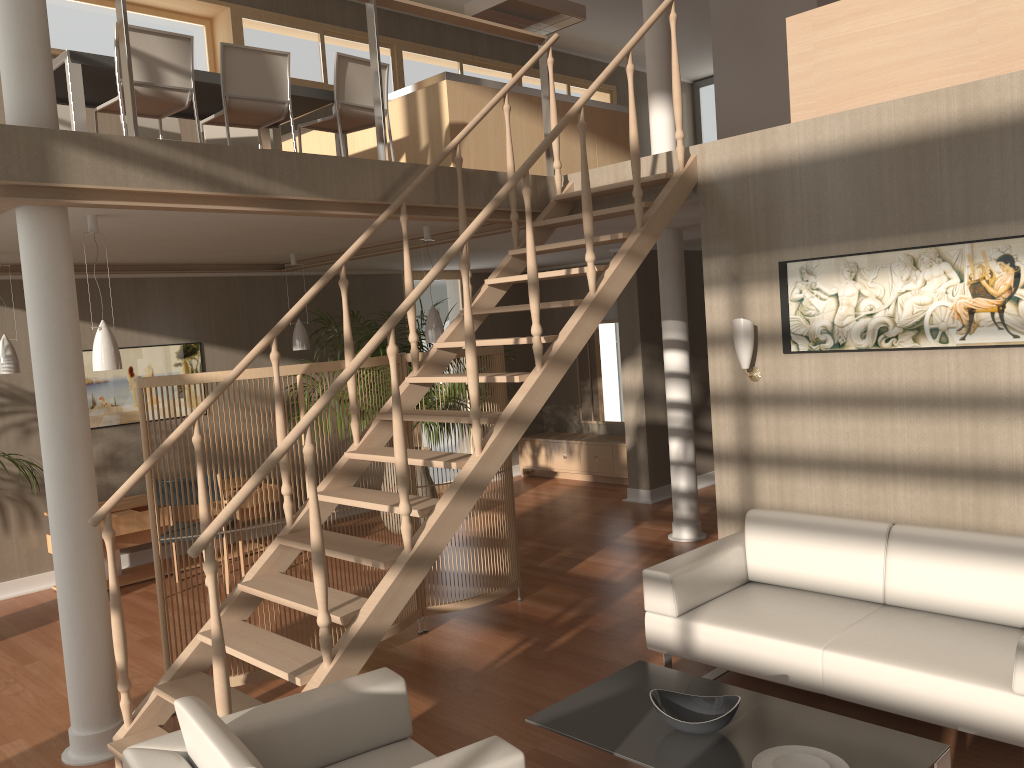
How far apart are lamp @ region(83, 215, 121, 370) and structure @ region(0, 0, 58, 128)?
0.82m

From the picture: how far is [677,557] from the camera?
4.31m

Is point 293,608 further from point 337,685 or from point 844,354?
point 844,354

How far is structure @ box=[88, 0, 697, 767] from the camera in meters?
3.4

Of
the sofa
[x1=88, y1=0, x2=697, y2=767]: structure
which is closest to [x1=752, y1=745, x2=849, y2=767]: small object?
the sofa

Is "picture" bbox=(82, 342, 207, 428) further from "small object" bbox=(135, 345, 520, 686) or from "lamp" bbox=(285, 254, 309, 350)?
"small object" bbox=(135, 345, 520, 686)

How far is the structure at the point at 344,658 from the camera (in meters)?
3.37

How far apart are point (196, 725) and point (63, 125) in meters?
4.9

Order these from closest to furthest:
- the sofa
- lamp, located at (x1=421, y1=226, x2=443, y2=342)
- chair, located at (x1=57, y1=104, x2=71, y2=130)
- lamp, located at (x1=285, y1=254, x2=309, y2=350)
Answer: the sofa → chair, located at (x1=57, y1=104, x2=71, y2=130) → lamp, located at (x1=421, y1=226, x2=443, y2=342) → lamp, located at (x1=285, y1=254, x2=309, y2=350)

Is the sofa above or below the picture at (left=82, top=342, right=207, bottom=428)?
below
